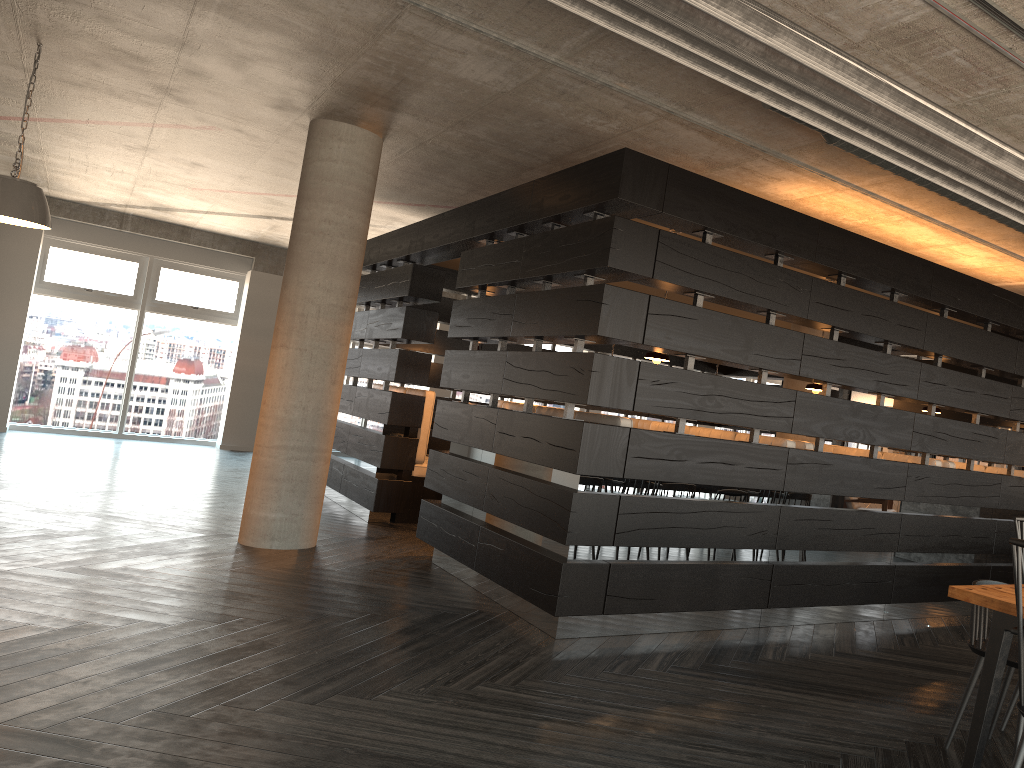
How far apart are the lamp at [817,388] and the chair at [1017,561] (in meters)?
4.29

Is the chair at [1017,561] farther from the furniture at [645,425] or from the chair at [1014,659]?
the furniture at [645,425]

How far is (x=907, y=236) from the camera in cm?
657

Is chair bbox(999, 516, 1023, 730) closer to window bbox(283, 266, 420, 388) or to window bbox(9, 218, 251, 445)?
window bbox(283, 266, 420, 388)

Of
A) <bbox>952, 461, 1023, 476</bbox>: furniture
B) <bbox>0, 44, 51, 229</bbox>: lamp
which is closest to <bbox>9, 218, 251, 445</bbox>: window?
<bbox>0, 44, 51, 229</bbox>: lamp

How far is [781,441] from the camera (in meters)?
5.68

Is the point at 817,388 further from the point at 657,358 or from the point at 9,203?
the point at 9,203

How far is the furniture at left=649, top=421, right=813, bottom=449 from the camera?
5.68m

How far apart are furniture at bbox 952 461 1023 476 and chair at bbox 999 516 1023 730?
4.3m

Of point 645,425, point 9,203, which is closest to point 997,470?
point 645,425
